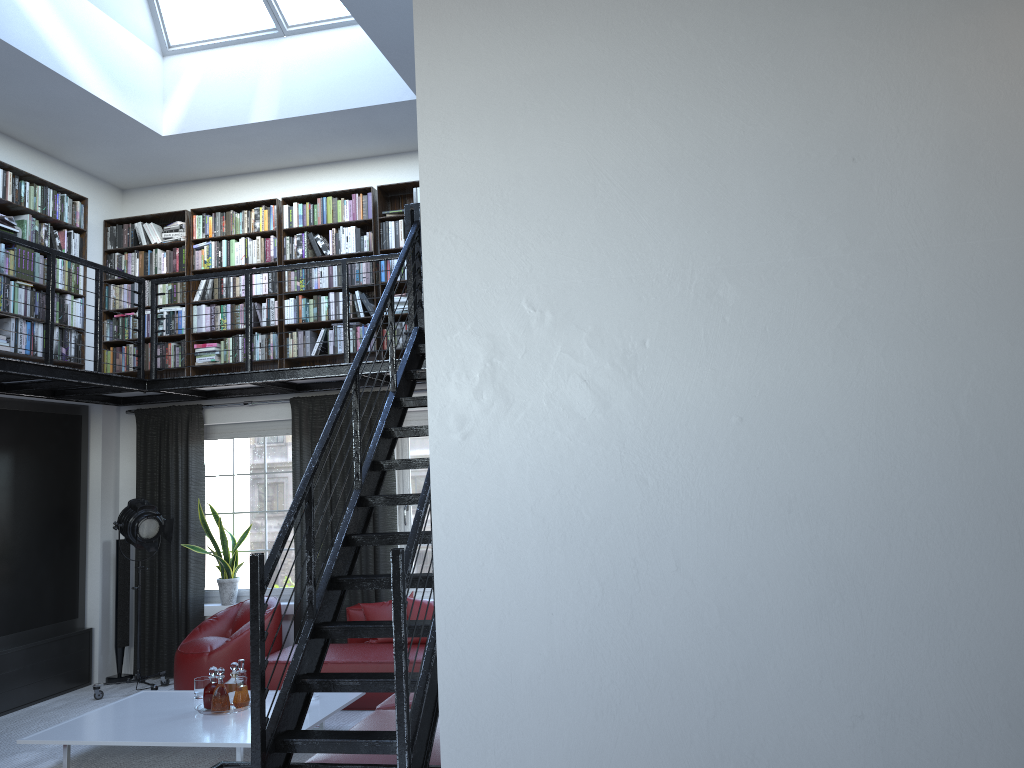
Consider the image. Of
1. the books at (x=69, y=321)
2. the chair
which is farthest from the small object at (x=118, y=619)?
the books at (x=69, y=321)

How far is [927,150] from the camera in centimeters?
254cm

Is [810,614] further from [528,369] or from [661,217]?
[661,217]

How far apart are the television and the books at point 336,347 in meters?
1.2 m

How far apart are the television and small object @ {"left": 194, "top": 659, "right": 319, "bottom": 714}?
2.0m

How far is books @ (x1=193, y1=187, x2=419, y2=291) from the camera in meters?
7.7 m

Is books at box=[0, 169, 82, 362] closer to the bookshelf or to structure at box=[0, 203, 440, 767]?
the bookshelf

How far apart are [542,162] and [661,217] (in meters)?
0.42

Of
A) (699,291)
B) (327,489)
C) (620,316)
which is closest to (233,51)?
(327,489)

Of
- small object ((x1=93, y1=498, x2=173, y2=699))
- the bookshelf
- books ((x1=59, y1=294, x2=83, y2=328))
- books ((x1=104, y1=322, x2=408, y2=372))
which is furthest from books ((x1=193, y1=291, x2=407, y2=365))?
small object ((x1=93, y1=498, x2=173, y2=699))
